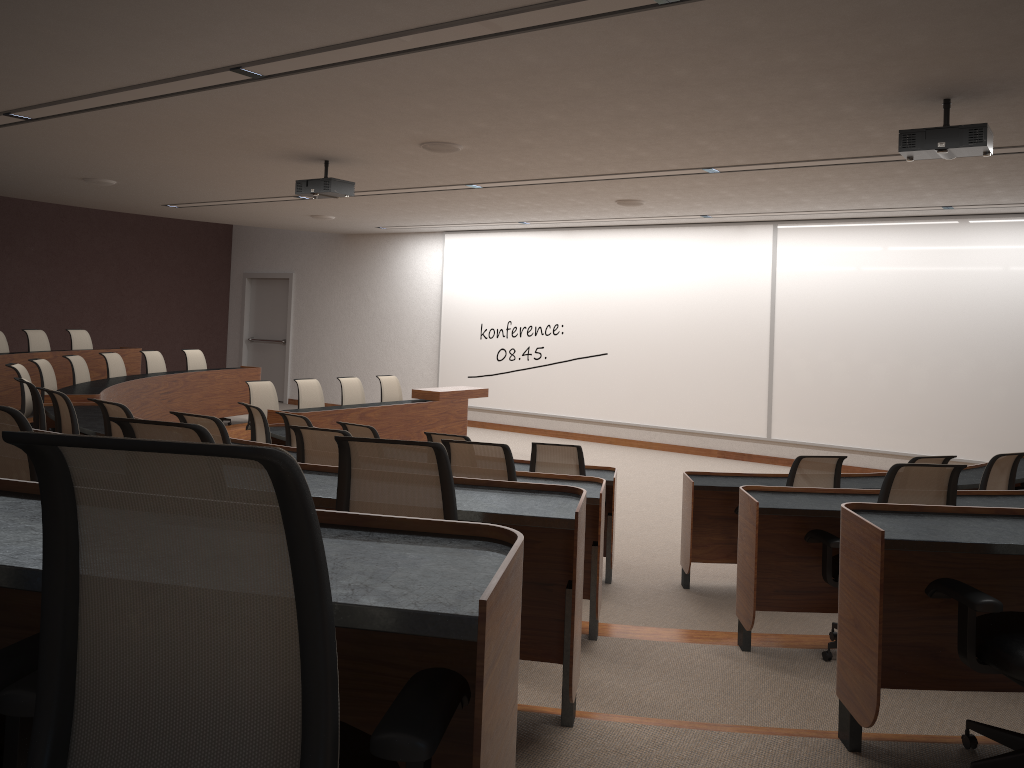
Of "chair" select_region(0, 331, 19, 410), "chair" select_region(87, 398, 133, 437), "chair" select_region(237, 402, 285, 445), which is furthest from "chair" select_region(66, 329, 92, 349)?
"chair" select_region(87, 398, 133, 437)

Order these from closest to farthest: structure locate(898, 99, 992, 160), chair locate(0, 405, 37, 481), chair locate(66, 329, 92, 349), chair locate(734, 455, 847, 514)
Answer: chair locate(0, 405, 37, 481) < structure locate(898, 99, 992, 160) < chair locate(734, 455, 847, 514) < chair locate(66, 329, 92, 349)

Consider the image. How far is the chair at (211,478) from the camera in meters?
1.0 m

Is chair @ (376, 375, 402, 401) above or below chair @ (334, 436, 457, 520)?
below

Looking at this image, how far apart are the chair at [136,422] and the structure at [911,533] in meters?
2.0

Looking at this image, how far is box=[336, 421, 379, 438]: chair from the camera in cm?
603

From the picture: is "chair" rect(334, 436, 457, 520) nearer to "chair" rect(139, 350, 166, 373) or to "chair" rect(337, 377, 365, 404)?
"chair" rect(337, 377, 365, 404)

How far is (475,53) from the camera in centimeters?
450cm

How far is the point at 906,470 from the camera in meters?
3.8

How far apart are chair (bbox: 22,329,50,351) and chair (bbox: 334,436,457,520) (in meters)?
9.52
